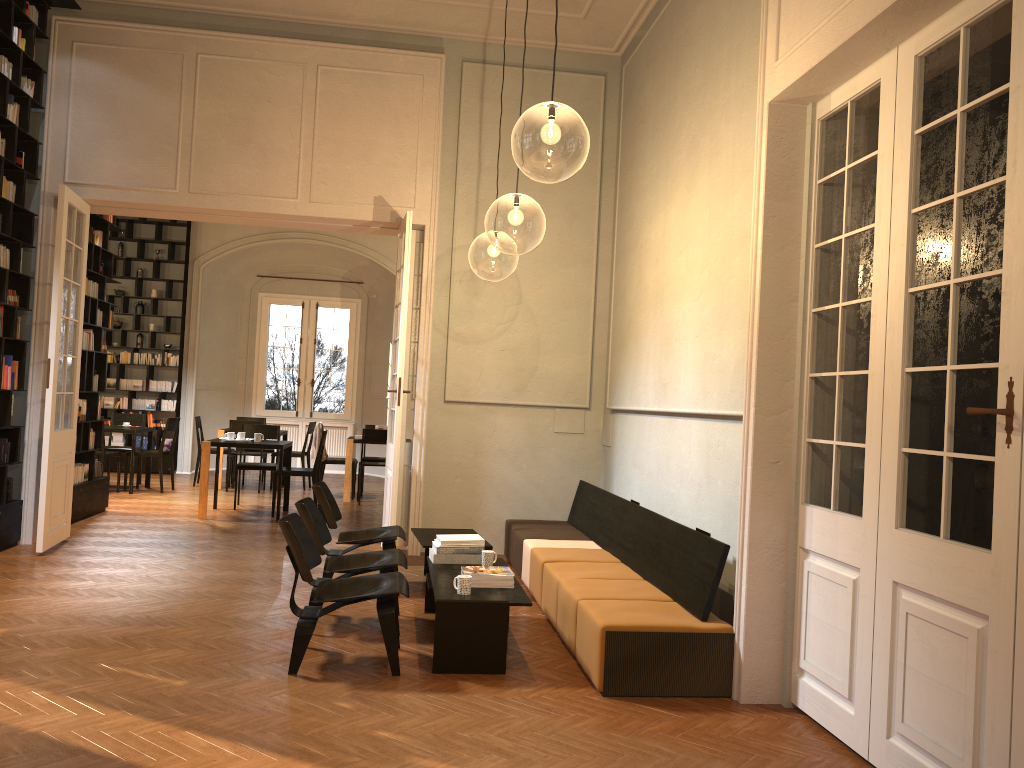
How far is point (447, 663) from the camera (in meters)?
4.93

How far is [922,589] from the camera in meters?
3.6

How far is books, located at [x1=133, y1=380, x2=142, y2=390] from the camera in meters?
15.2 m

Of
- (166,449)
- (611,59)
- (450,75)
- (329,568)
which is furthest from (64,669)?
(166,449)

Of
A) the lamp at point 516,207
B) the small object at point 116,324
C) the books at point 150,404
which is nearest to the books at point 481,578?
the lamp at point 516,207

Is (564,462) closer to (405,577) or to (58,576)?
(405,577)

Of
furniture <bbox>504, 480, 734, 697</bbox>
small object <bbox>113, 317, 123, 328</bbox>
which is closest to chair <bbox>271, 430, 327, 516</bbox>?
furniture <bbox>504, 480, 734, 697</bbox>

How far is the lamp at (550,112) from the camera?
7.30m

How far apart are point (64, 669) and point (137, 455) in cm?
840

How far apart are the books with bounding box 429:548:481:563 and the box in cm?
1058
